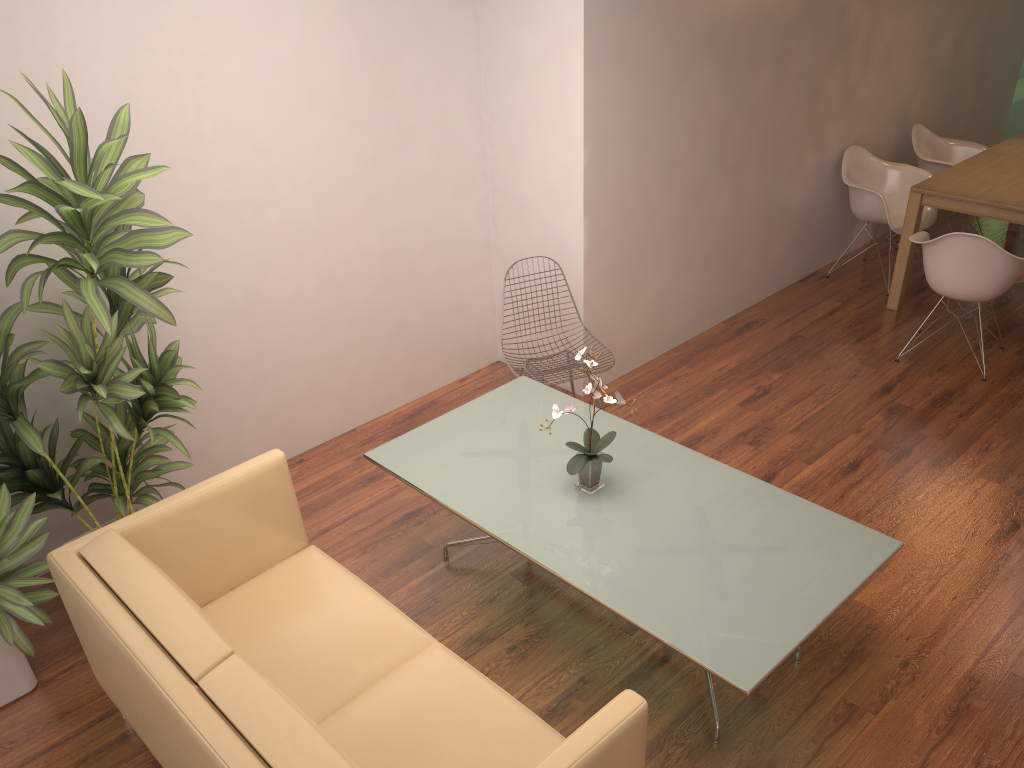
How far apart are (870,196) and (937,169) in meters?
0.9

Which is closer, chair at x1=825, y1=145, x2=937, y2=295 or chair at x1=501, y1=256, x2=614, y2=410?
chair at x1=501, y1=256, x2=614, y2=410

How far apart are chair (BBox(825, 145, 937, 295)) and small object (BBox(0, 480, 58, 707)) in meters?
5.3

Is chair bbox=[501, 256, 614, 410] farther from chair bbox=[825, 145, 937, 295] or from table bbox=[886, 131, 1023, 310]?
chair bbox=[825, 145, 937, 295]

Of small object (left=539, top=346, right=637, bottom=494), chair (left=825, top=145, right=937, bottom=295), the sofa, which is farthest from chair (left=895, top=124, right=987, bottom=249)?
the sofa

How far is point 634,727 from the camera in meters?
2.1 m

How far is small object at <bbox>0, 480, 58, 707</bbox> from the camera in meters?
3.0 m

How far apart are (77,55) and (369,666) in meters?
2.6

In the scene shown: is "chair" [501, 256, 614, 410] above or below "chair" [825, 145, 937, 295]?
below

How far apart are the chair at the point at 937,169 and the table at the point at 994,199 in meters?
0.3 m
